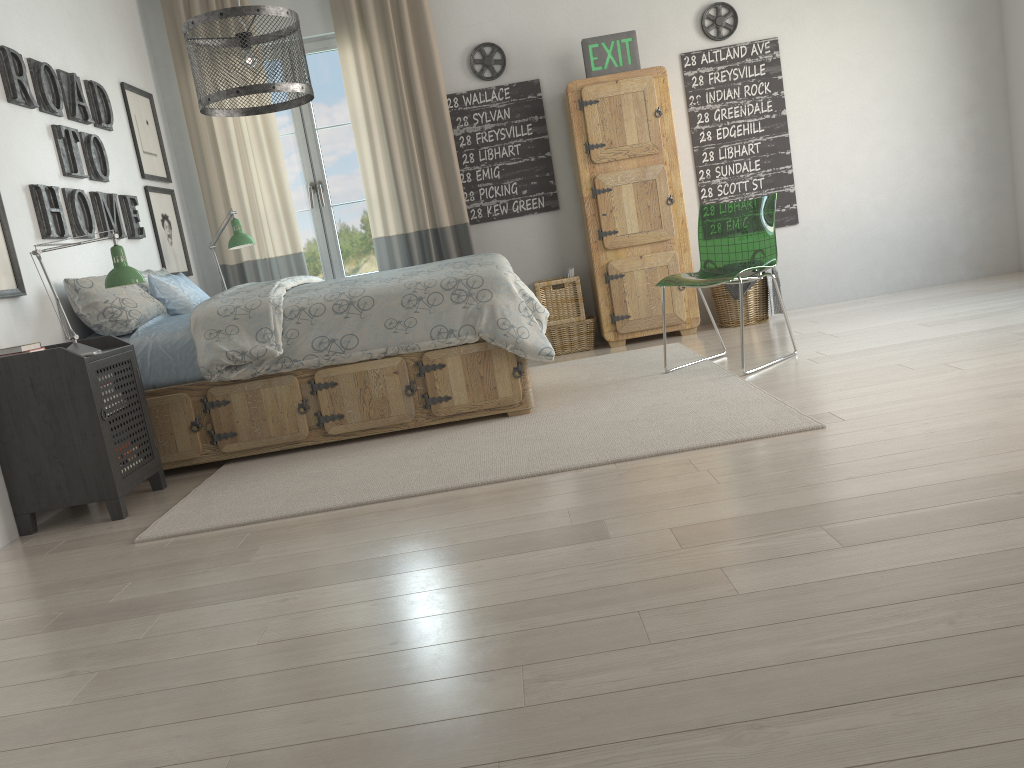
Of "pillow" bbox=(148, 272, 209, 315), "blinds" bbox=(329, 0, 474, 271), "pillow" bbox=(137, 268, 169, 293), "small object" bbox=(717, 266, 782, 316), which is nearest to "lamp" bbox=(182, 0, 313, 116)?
"pillow" bbox=(148, 272, 209, 315)

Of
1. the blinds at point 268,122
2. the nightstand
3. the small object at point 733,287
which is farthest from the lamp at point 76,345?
the small object at point 733,287

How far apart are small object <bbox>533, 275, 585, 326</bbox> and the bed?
1.34m

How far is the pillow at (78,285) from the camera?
3.7m

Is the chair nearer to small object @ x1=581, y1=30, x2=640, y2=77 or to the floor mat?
the floor mat

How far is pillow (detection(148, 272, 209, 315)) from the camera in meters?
4.1 m

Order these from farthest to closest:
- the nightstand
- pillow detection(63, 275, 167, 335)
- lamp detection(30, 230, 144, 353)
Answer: pillow detection(63, 275, 167, 335) < lamp detection(30, 230, 144, 353) < the nightstand

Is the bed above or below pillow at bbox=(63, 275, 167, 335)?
below

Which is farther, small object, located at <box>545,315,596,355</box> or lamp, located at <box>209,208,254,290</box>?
small object, located at <box>545,315,596,355</box>

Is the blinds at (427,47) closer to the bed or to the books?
the bed
